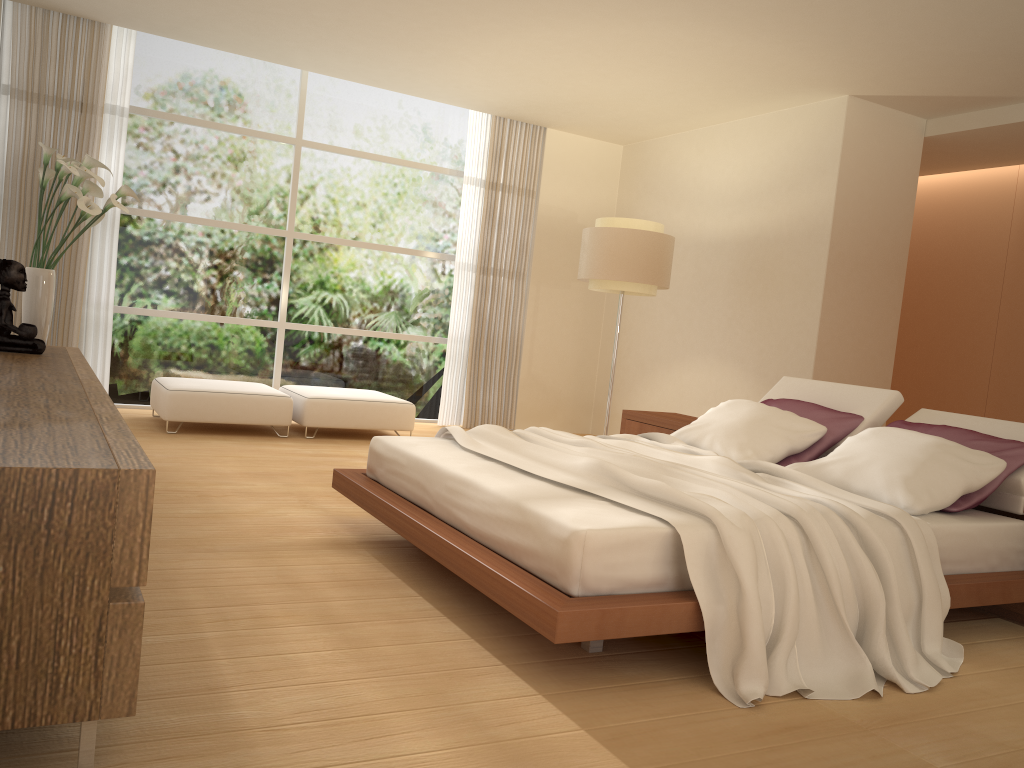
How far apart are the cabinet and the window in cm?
292

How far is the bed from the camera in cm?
270

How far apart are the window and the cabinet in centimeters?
292cm

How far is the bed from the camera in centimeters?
270cm

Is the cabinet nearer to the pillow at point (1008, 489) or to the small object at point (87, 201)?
the small object at point (87, 201)

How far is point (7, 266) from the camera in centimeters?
423cm

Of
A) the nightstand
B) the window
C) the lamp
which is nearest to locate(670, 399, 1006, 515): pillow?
the nightstand

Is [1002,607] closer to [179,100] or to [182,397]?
[182,397]

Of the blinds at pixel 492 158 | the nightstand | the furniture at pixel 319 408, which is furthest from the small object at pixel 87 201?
the blinds at pixel 492 158

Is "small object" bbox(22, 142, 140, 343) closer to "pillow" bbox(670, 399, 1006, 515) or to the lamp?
"pillow" bbox(670, 399, 1006, 515)
